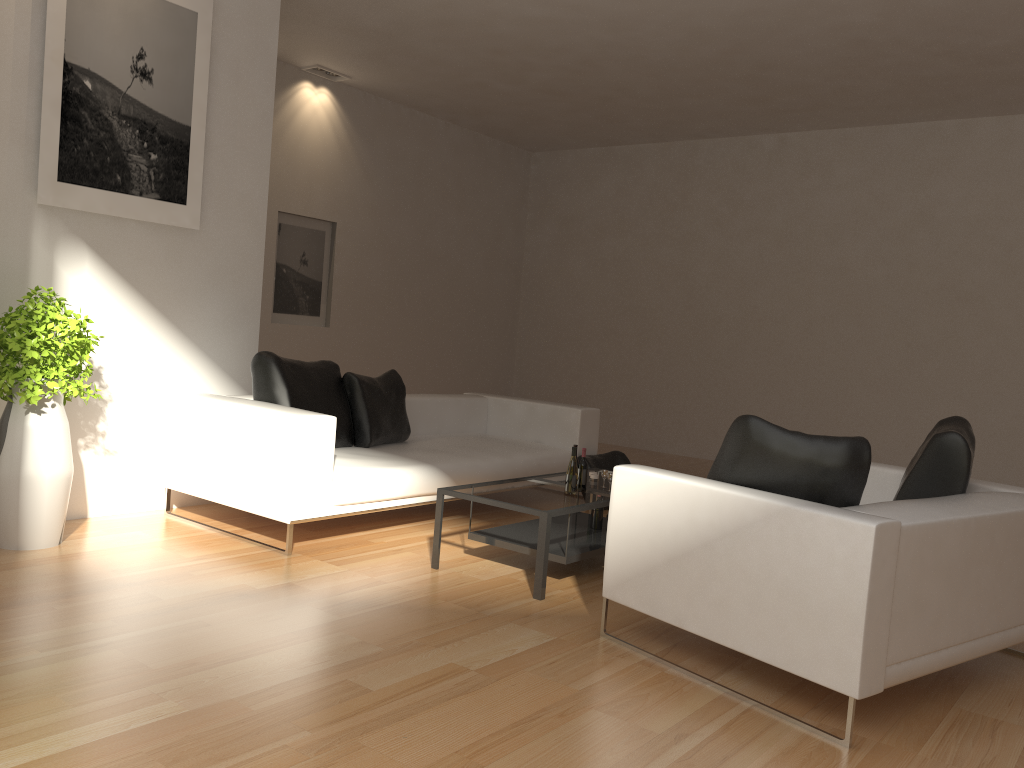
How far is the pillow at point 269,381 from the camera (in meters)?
5.25

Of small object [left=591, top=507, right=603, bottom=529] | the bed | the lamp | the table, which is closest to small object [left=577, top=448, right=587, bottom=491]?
the table

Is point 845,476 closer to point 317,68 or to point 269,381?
point 269,381

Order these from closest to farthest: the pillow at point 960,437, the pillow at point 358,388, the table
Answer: the pillow at point 960,437, the table, the pillow at point 358,388

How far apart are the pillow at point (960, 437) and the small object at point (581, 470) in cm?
163

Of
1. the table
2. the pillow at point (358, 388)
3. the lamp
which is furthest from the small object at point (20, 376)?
the lamp

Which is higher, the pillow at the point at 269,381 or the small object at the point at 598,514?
the pillow at the point at 269,381

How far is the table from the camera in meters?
4.3 m

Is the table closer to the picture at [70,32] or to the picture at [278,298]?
the picture at [70,32]

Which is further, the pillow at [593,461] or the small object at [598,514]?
the pillow at [593,461]
